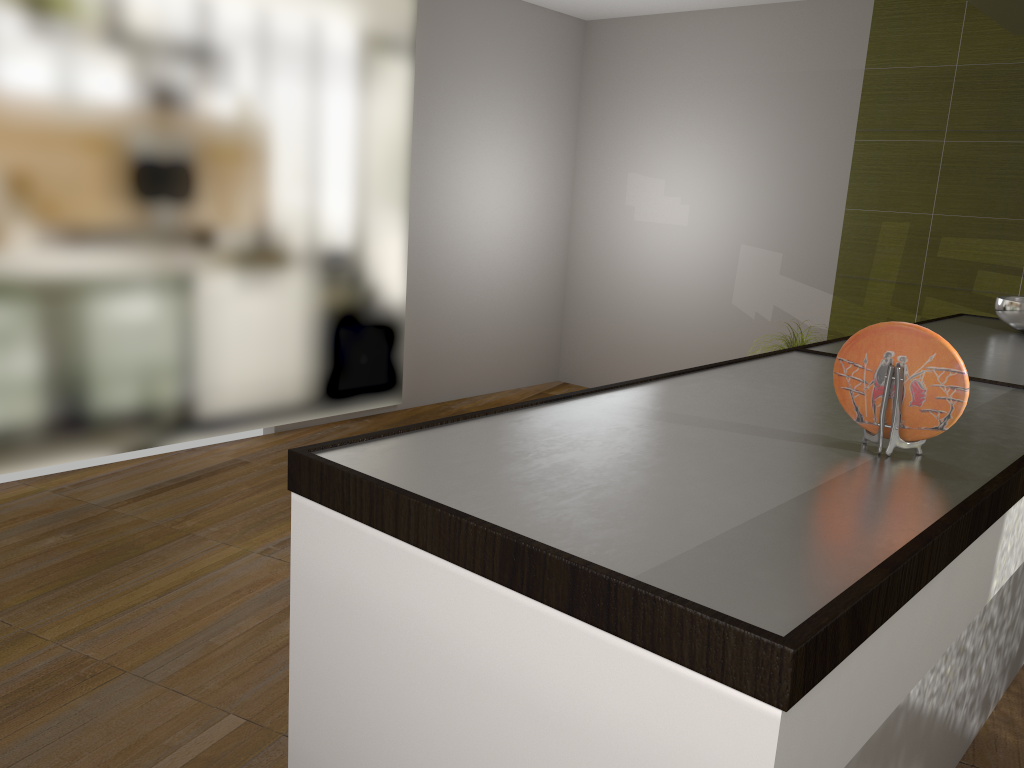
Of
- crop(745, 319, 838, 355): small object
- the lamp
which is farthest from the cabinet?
crop(745, 319, 838, 355): small object

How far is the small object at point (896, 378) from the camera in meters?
1.2 m

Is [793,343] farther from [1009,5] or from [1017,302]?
[1009,5]

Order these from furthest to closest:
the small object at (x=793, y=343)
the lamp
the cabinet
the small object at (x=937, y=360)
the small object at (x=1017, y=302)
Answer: the small object at (x=793, y=343), the small object at (x=1017, y=302), the lamp, the small object at (x=937, y=360), the cabinet

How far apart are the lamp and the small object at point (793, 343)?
2.24m

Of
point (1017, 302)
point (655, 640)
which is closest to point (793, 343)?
point (1017, 302)

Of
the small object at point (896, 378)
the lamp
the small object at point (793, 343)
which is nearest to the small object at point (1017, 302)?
the lamp

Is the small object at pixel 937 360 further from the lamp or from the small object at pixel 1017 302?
the small object at pixel 1017 302

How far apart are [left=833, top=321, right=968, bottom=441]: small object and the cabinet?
0.0 meters

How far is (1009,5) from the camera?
2.2m
